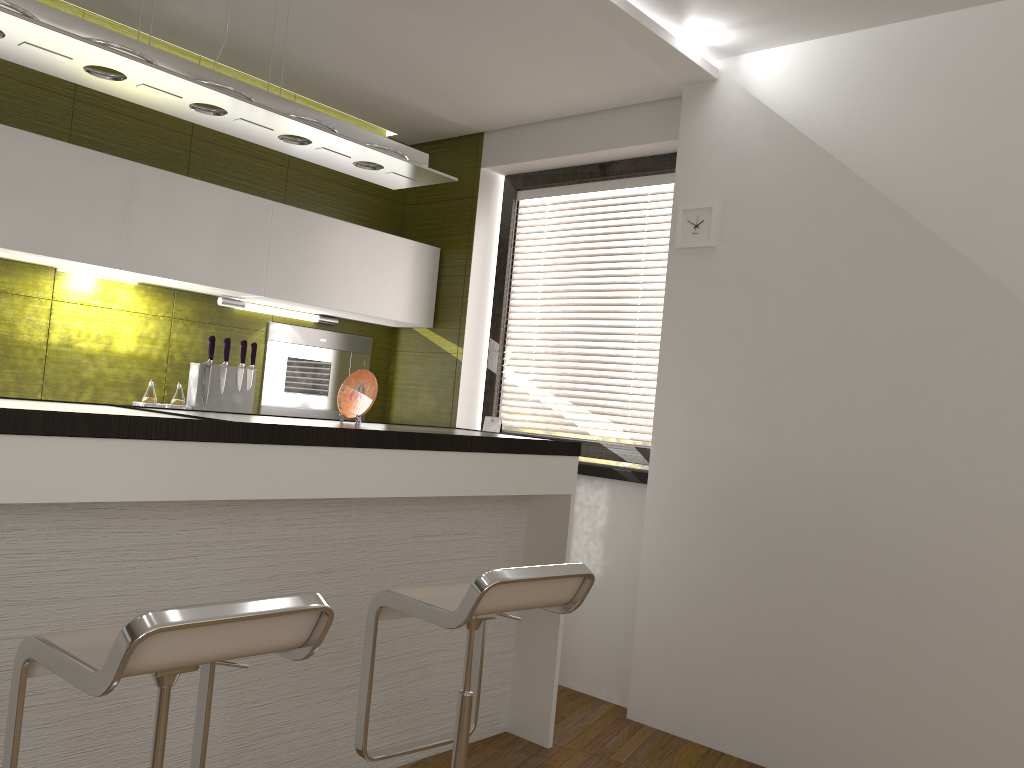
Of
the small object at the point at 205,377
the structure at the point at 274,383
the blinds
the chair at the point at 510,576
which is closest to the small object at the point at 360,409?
the chair at the point at 510,576

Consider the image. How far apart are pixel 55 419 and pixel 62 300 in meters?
2.0

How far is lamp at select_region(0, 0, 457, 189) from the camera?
2.09m

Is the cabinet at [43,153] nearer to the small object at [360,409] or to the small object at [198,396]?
the small object at [198,396]

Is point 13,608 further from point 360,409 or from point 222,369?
point 222,369

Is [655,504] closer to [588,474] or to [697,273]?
[588,474]

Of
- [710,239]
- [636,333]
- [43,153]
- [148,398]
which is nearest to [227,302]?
[148,398]

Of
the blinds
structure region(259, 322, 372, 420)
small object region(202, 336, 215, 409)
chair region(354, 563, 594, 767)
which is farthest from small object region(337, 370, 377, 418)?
the blinds

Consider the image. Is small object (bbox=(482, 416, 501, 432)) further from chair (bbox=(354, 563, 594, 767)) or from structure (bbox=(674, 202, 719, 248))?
chair (bbox=(354, 563, 594, 767))

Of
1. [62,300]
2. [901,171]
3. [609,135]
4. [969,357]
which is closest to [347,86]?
[609,135]
